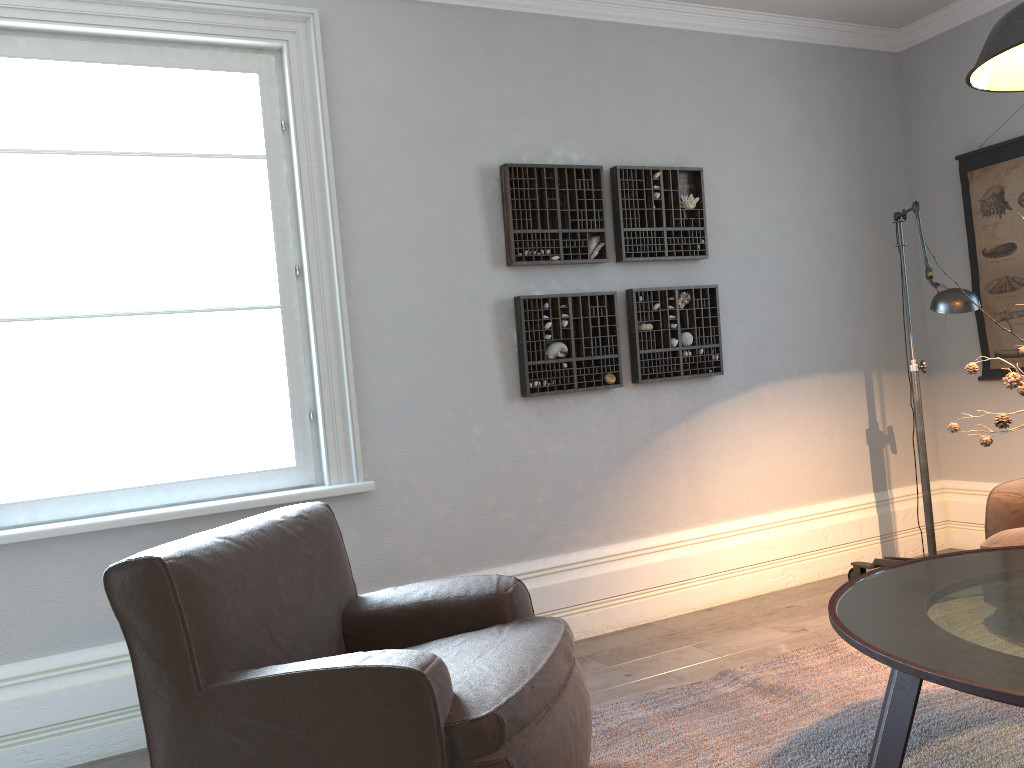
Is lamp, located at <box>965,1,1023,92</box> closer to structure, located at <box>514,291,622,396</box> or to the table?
the table

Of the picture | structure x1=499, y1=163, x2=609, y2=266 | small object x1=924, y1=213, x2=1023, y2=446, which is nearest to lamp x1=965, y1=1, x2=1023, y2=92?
small object x1=924, y1=213, x2=1023, y2=446

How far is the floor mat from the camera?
2.4m

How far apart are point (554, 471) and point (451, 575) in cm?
61

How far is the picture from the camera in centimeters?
420cm

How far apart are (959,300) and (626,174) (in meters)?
1.51

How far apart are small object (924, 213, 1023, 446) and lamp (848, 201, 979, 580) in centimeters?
86cm

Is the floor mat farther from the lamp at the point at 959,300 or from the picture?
the picture

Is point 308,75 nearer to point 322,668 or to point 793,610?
point 322,668

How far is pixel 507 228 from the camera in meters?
3.6
